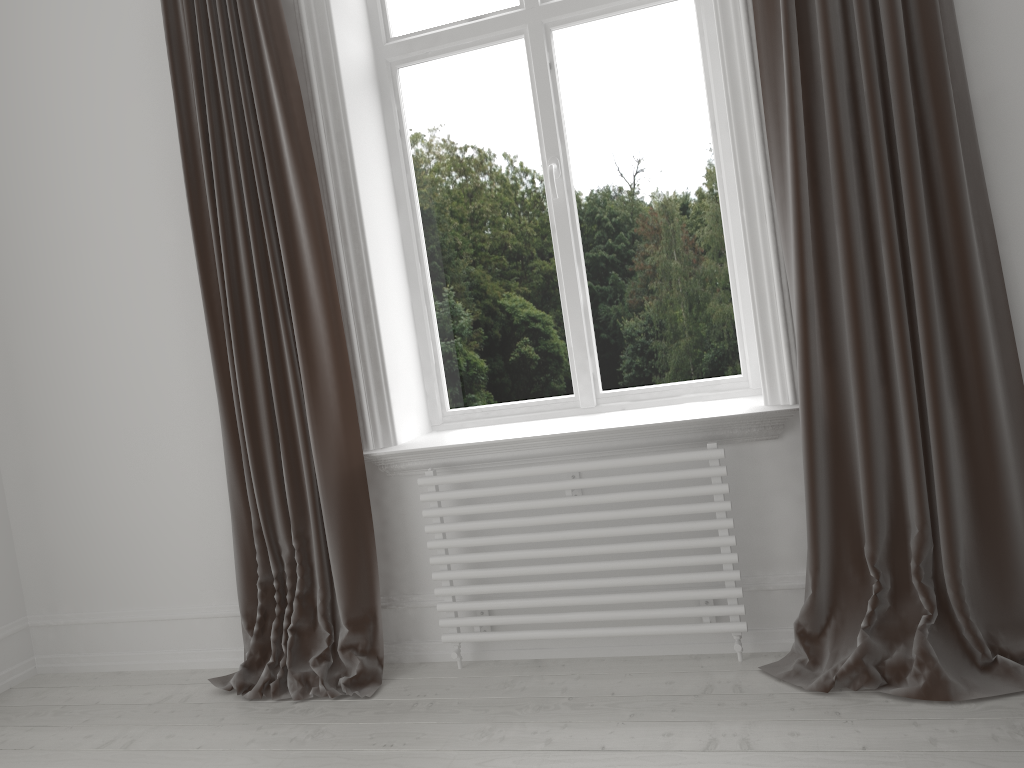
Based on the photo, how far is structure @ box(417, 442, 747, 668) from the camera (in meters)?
2.38

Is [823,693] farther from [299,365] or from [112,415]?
[112,415]

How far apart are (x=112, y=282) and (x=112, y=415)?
0.5 meters

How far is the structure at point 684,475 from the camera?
2.4m

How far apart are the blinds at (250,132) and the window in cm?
43

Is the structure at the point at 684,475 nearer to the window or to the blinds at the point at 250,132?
the blinds at the point at 250,132

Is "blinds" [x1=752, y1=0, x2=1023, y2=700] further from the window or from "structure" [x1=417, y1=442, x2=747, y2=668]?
the window

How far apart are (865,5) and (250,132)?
1.70m

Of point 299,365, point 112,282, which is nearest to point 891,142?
point 299,365

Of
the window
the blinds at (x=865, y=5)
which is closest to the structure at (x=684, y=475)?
the blinds at (x=865, y=5)
